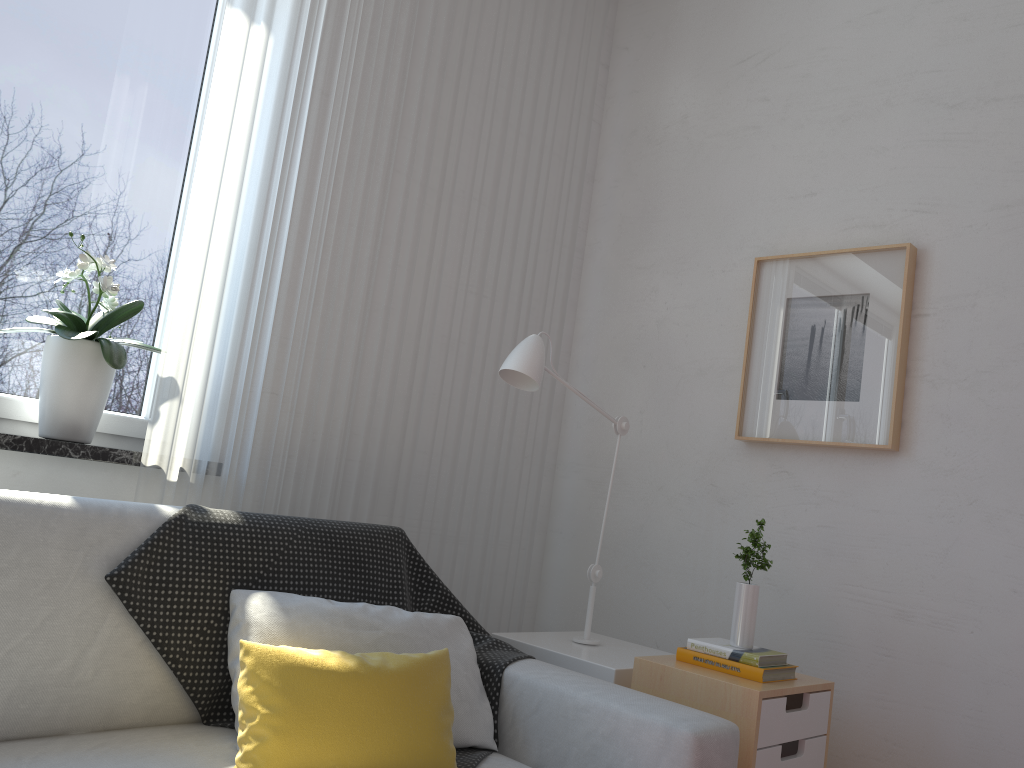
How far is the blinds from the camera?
2.0 meters

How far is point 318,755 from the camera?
1.4 meters

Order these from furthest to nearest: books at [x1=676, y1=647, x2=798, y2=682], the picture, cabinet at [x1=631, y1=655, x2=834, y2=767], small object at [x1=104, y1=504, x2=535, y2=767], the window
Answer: the picture, the window, books at [x1=676, y1=647, x2=798, y2=682], cabinet at [x1=631, y1=655, x2=834, y2=767], small object at [x1=104, y1=504, x2=535, y2=767]

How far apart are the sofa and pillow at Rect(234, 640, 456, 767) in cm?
4

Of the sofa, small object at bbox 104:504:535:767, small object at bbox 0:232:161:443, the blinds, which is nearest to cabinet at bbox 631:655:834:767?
the sofa

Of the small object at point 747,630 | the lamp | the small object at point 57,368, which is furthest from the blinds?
the small object at point 747,630

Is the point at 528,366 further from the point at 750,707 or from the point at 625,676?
the point at 750,707

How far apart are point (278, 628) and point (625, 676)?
0.8m

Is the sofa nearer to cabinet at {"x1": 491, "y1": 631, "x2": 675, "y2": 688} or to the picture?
cabinet at {"x1": 491, "y1": 631, "x2": 675, "y2": 688}

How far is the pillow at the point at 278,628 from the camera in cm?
161
